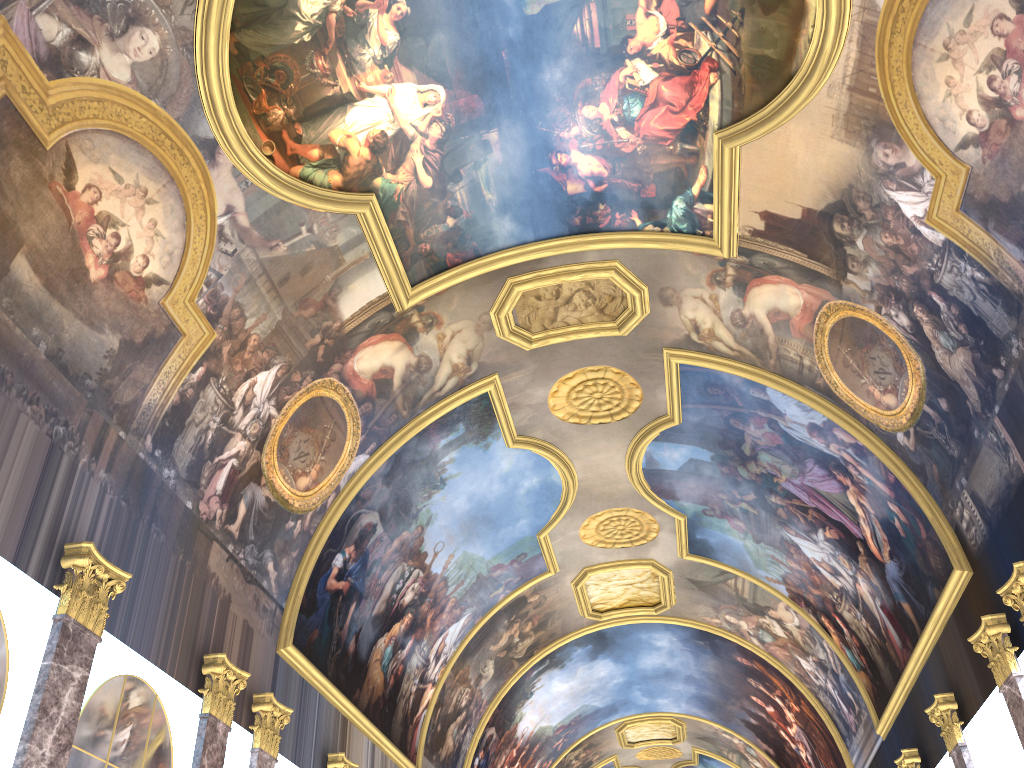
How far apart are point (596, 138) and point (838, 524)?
9.85m
